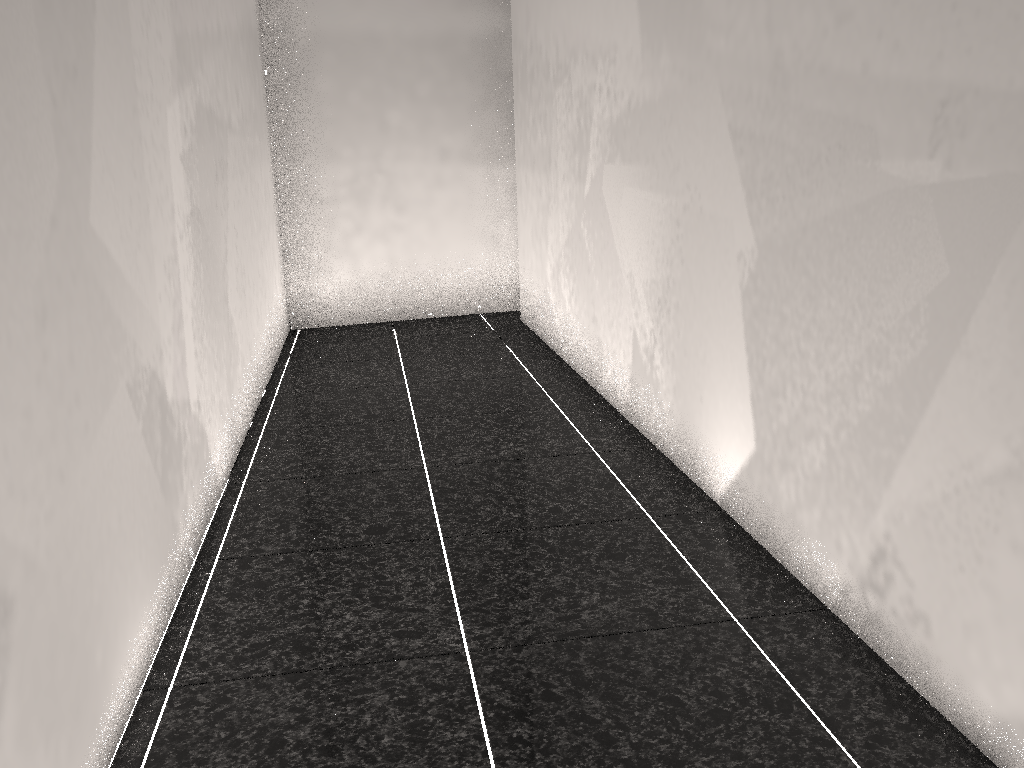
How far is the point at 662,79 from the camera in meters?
2.8
